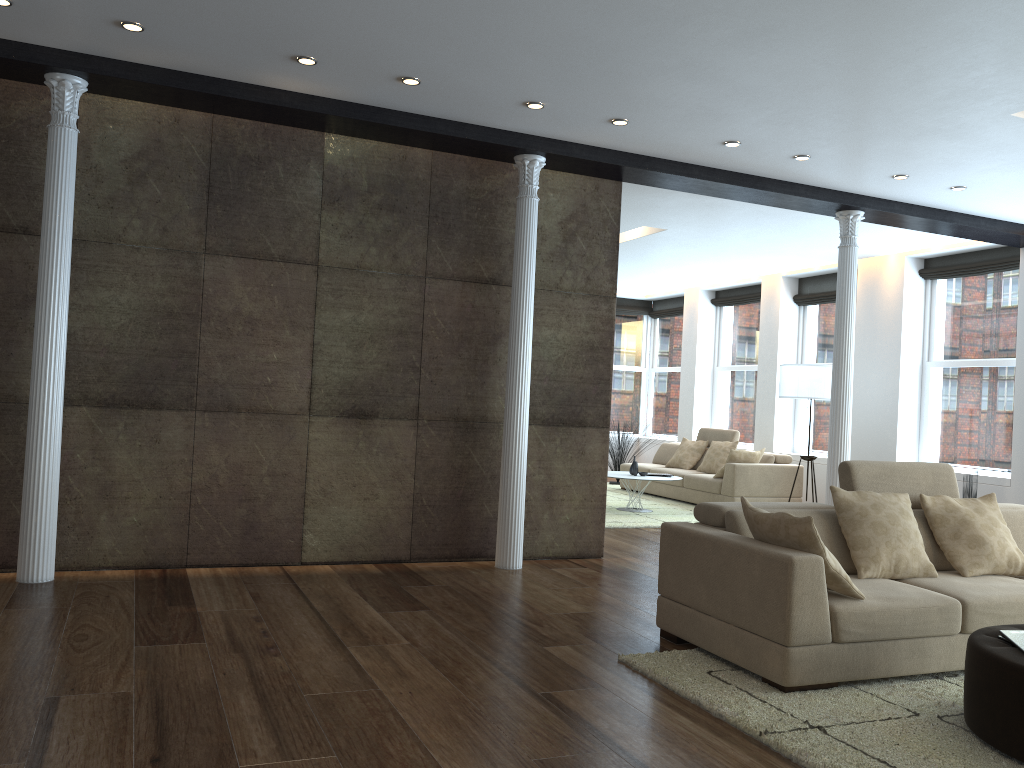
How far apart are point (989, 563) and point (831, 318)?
7.2m

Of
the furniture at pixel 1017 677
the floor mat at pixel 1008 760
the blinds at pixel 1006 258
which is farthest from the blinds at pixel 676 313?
the furniture at pixel 1017 677

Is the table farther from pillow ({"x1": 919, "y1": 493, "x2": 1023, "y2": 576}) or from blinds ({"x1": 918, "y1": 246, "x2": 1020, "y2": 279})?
pillow ({"x1": 919, "y1": 493, "x2": 1023, "y2": 576})

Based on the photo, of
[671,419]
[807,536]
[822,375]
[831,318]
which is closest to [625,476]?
[822,375]

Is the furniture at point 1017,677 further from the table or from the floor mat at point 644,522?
the table

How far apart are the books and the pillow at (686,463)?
8.1 meters

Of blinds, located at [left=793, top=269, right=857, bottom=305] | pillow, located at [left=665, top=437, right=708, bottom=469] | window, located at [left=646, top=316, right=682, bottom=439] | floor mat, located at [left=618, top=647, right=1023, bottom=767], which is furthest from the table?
floor mat, located at [left=618, top=647, right=1023, bottom=767]

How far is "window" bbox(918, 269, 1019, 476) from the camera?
9.0 meters

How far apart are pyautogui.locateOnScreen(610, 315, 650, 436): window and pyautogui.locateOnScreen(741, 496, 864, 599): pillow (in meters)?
10.80

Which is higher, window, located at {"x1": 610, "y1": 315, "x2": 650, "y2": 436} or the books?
window, located at {"x1": 610, "y1": 315, "x2": 650, "y2": 436}
